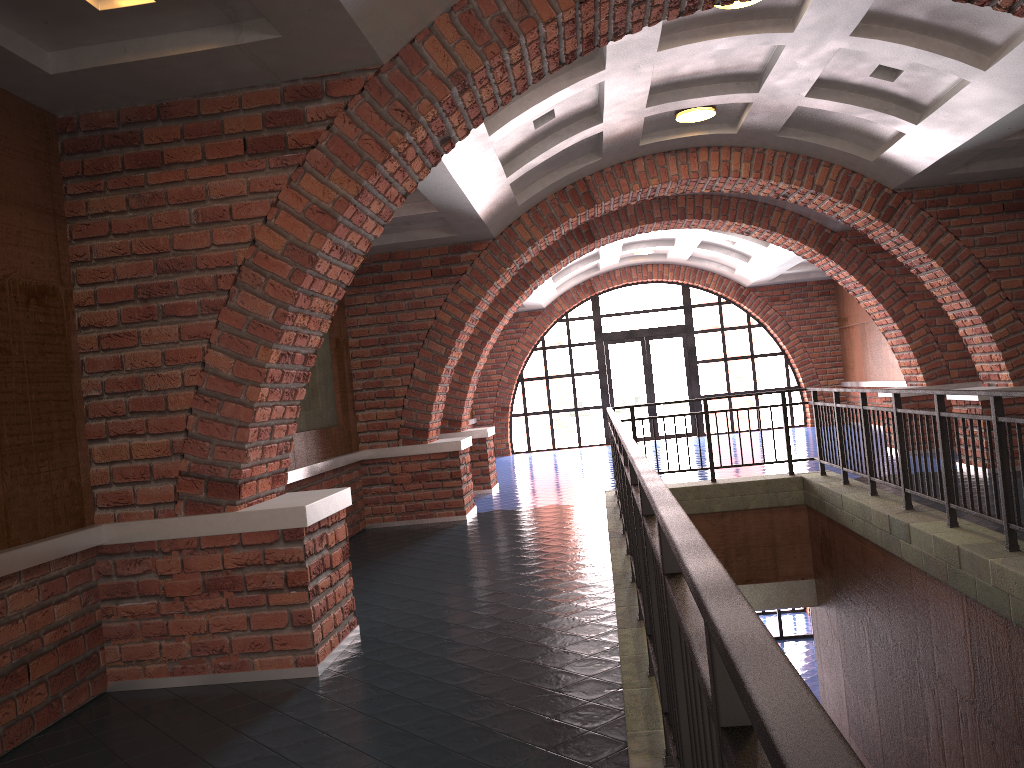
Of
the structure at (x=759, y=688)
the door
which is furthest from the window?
the structure at (x=759, y=688)

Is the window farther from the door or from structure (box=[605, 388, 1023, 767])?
structure (box=[605, 388, 1023, 767])

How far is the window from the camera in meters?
18.8 m

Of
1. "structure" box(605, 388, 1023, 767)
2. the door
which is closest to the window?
the door

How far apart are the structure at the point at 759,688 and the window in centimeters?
932cm

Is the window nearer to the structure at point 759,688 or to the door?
the door

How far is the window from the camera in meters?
18.8 m

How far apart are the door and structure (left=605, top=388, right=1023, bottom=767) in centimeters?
929cm

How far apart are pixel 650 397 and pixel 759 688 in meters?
18.4

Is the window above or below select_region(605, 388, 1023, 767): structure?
above
